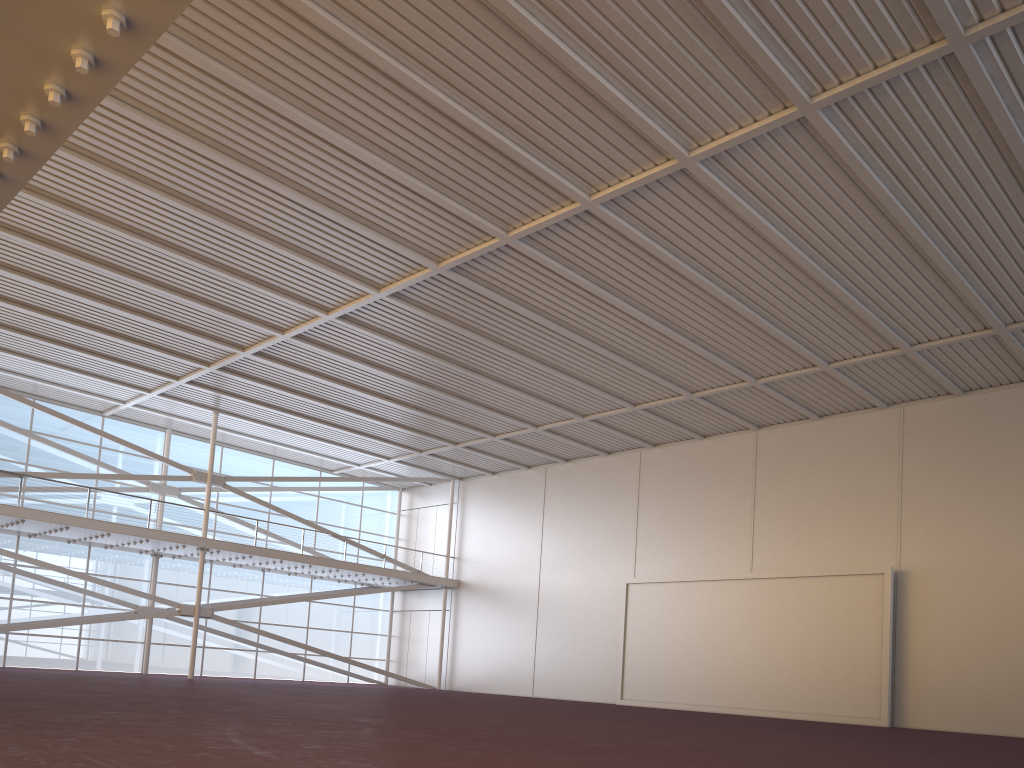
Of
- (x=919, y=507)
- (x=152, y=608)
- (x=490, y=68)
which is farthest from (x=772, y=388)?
(x=152, y=608)

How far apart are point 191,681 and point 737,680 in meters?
17.4 m
